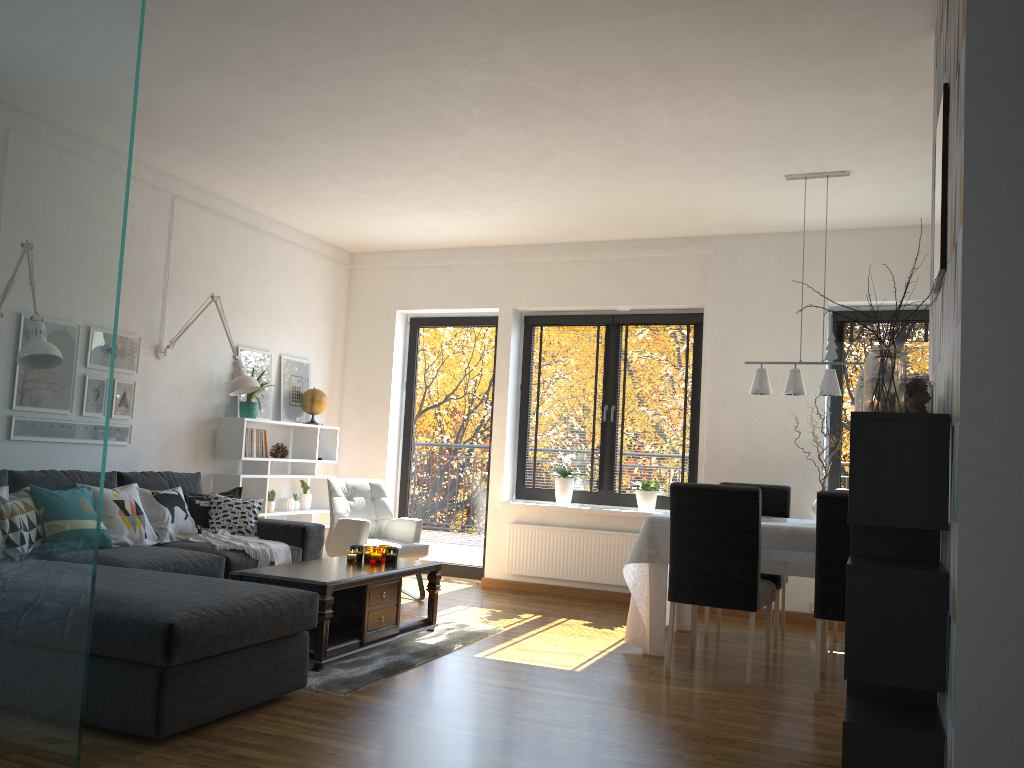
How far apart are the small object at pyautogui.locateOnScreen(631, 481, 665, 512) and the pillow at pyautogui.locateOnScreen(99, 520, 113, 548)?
3.7 meters

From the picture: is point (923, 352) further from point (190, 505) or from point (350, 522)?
point (190, 505)

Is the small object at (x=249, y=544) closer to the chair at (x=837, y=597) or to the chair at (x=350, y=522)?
the chair at (x=350, y=522)

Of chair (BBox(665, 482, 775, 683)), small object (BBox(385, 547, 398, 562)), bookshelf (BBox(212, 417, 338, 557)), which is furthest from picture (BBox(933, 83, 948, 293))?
bookshelf (BBox(212, 417, 338, 557))

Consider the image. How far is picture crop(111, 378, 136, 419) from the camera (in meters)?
5.49

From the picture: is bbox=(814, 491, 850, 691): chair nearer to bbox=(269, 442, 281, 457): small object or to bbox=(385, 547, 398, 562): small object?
bbox=(385, 547, 398, 562): small object

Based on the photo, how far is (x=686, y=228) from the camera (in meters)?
6.52

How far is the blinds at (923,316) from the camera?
6.21m

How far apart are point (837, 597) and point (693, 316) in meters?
3.0 m

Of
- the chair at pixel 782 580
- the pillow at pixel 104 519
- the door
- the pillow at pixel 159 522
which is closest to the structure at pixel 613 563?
the door
